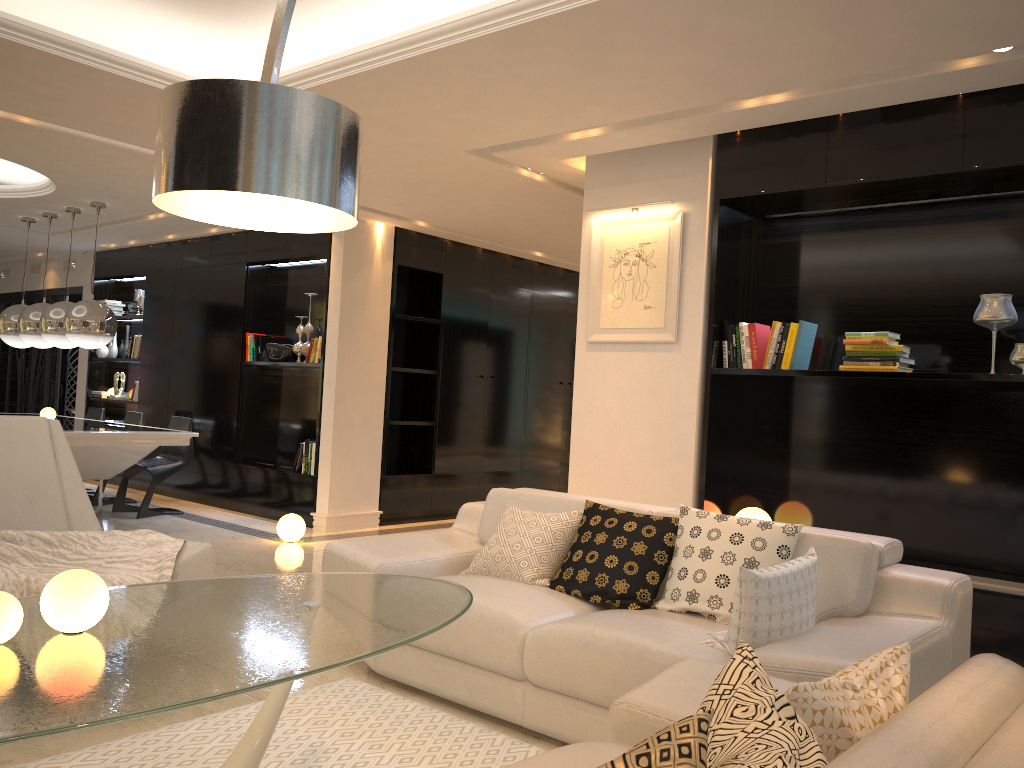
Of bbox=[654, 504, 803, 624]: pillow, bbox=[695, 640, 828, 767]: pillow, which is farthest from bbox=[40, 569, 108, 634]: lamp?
bbox=[654, 504, 803, 624]: pillow

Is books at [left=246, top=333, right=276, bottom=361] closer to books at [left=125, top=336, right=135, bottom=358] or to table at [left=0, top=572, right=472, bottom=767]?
books at [left=125, top=336, right=135, bottom=358]

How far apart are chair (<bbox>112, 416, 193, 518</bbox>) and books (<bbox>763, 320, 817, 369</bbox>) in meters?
5.3

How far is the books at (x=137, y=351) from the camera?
9.6 meters

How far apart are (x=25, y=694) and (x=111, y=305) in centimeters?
939cm

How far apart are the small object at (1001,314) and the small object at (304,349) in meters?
5.4

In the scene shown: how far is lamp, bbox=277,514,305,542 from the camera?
6.7 meters

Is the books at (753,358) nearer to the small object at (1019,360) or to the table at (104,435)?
the small object at (1019,360)

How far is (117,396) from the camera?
9.88m

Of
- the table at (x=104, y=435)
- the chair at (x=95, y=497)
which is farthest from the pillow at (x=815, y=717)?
the chair at (x=95, y=497)
